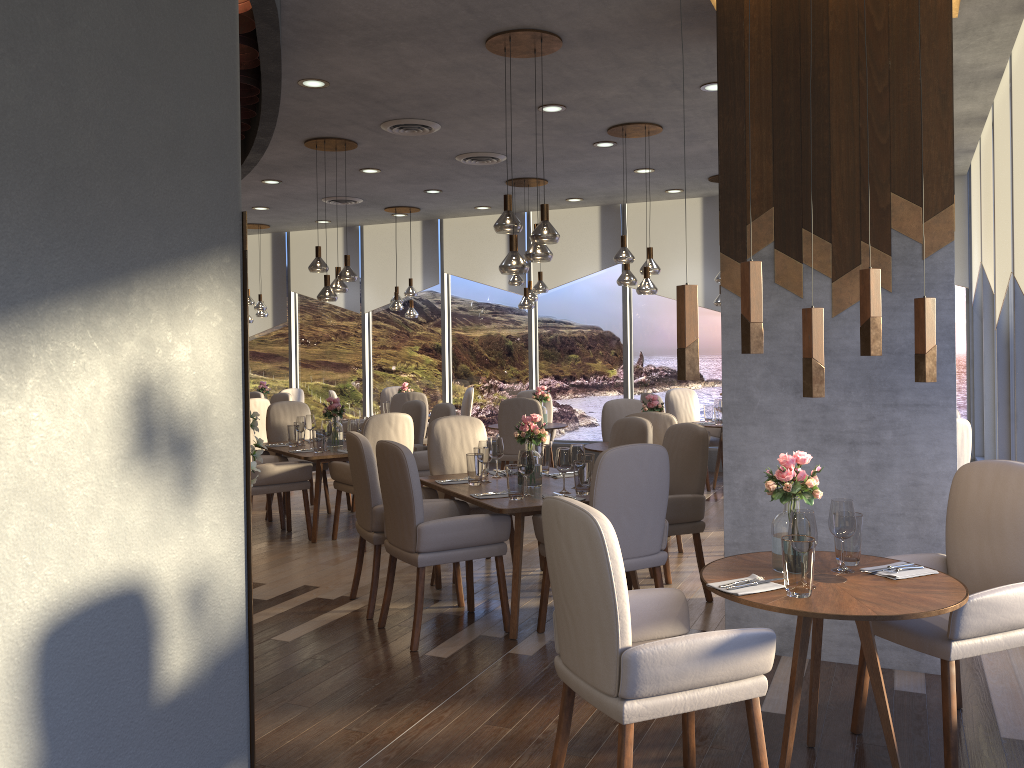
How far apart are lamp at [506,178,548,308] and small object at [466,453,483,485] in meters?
4.1 m

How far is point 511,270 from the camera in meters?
4.9 m

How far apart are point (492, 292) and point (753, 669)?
9.2 meters

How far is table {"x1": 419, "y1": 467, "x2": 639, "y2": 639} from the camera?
4.39m

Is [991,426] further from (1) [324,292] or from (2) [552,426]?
(1) [324,292]

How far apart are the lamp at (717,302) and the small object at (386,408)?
4.08m

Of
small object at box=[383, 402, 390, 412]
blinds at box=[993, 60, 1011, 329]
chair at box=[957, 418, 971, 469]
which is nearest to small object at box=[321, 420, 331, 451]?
small object at box=[383, 402, 390, 412]

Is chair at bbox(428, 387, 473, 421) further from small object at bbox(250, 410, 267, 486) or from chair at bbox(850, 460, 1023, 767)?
chair at bbox(850, 460, 1023, 767)

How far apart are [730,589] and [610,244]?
8.3 meters

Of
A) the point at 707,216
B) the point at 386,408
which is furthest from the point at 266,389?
the point at 707,216
